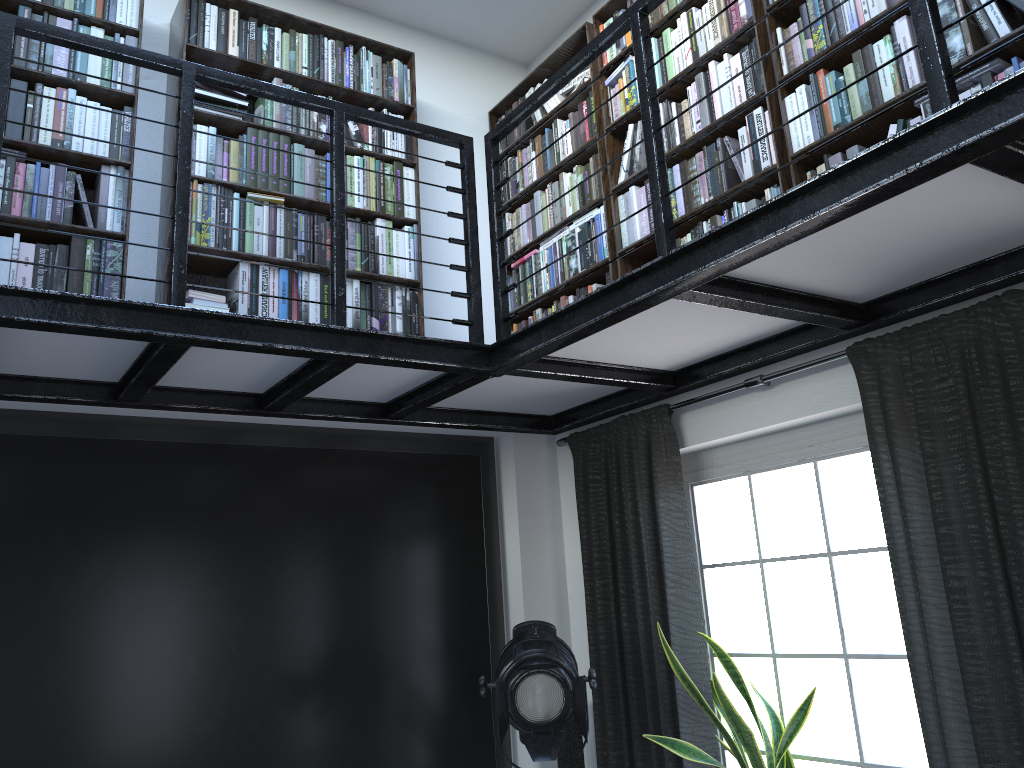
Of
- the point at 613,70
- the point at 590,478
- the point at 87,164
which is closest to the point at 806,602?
the point at 590,478

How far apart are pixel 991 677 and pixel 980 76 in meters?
1.6

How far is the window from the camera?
3.0m

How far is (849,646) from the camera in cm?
308

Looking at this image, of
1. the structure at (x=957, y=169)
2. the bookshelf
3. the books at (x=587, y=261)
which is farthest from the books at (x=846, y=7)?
the structure at (x=957, y=169)

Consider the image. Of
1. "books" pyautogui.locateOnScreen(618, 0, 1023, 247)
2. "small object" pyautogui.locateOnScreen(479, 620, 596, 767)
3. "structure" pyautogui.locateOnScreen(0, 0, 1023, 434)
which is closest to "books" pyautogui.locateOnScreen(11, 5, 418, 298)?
"structure" pyautogui.locateOnScreen(0, 0, 1023, 434)

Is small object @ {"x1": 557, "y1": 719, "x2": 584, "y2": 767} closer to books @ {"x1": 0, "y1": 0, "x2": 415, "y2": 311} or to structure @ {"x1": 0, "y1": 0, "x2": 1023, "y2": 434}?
structure @ {"x1": 0, "y1": 0, "x2": 1023, "y2": 434}

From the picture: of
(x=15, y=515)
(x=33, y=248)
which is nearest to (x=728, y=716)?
(x=15, y=515)

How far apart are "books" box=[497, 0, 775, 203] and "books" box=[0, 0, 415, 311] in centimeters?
62cm

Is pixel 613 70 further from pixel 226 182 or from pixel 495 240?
pixel 226 182
